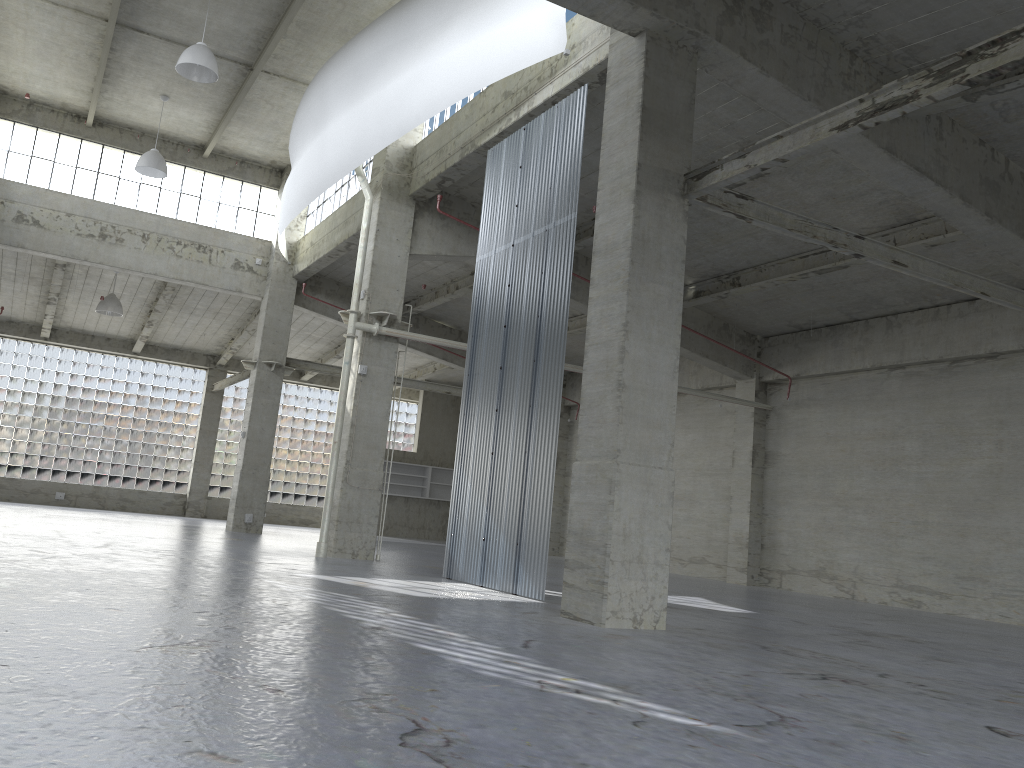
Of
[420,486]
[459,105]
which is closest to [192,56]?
[459,105]

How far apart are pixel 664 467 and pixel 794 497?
18.4 meters

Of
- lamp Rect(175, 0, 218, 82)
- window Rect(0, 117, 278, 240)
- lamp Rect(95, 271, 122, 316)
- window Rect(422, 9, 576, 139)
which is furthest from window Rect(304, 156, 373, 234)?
lamp Rect(95, 271, 122, 316)

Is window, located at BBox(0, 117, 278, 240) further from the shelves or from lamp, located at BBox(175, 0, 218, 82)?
the shelves

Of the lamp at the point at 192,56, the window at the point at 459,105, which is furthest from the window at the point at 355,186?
the lamp at the point at 192,56

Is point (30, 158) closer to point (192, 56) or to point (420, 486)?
point (192, 56)

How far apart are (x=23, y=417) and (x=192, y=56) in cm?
2967

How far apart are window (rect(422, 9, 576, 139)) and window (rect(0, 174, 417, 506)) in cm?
2870

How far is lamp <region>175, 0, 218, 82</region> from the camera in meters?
23.4

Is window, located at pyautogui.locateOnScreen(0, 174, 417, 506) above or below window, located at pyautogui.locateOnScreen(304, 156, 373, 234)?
below
